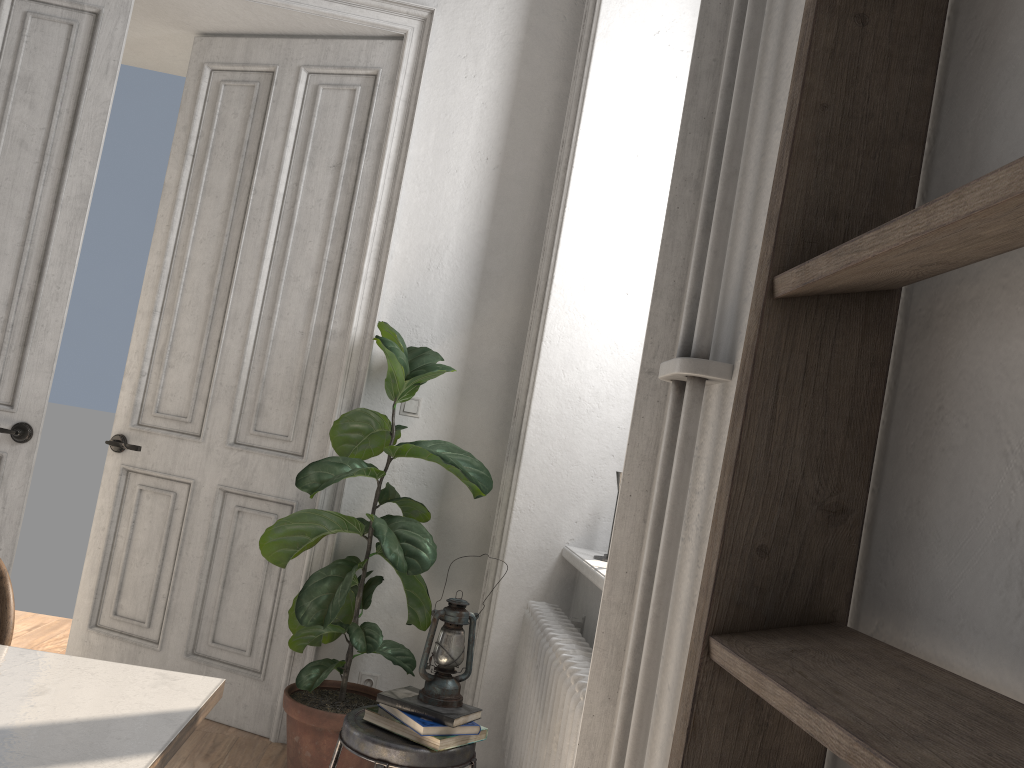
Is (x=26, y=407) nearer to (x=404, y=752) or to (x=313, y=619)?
(x=313, y=619)

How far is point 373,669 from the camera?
3.41m

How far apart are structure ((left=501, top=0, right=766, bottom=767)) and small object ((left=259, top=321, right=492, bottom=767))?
0.4 meters

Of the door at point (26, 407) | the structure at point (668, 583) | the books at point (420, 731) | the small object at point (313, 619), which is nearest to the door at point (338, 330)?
the small object at point (313, 619)

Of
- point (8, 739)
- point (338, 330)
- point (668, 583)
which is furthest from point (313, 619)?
point (668, 583)

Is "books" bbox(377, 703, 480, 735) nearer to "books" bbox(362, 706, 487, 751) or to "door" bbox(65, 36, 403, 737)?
"books" bbox(362, 706, 487, 751)

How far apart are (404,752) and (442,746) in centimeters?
9cm

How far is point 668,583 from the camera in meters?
1.0 m

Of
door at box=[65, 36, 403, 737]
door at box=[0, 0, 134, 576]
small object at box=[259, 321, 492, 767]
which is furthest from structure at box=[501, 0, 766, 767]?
door at box=[0, 0, 134, 576]

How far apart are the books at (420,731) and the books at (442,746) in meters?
0.0 m
